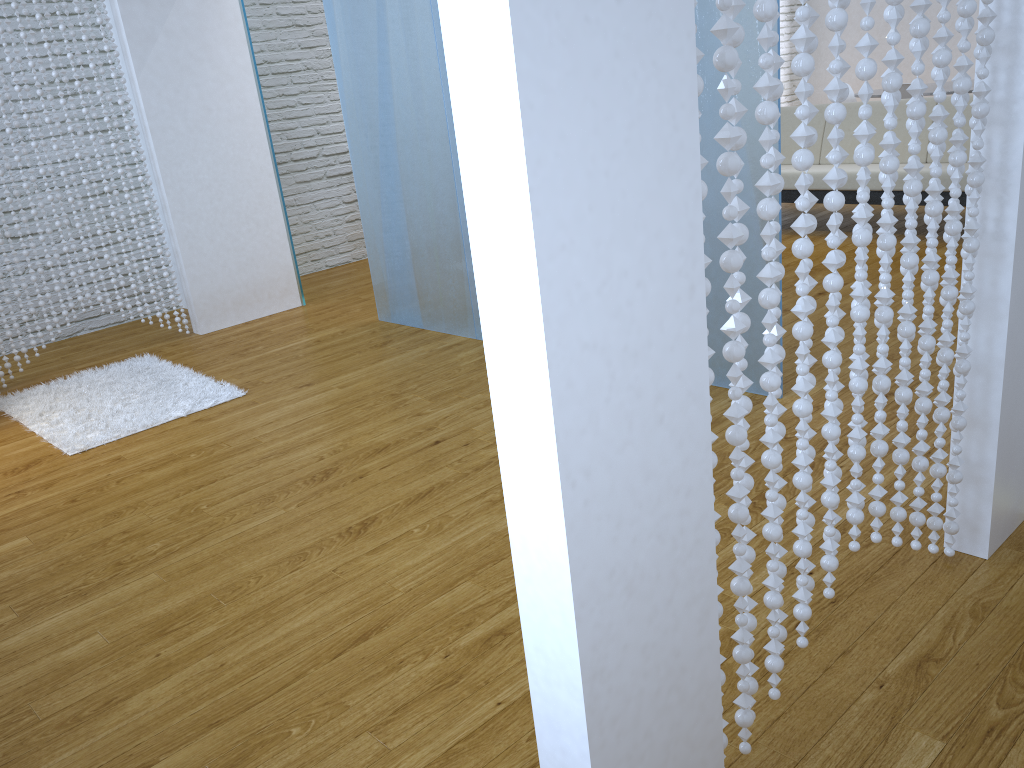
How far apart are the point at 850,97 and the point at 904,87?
1.01m

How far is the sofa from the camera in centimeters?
483cm

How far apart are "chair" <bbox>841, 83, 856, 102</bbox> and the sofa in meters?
1.6

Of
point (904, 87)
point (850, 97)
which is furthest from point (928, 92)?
point (850, 97)

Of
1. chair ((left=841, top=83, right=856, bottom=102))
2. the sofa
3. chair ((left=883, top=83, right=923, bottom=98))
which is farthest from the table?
the sofa

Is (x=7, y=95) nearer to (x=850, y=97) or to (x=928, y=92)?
(x=928, y=92)

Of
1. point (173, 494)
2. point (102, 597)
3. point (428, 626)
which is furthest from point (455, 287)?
point (428, 626)

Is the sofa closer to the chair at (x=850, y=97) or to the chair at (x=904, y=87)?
the chair at (x=904, y=87)

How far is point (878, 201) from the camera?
4.8 meters

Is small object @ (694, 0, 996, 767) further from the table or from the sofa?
the table
